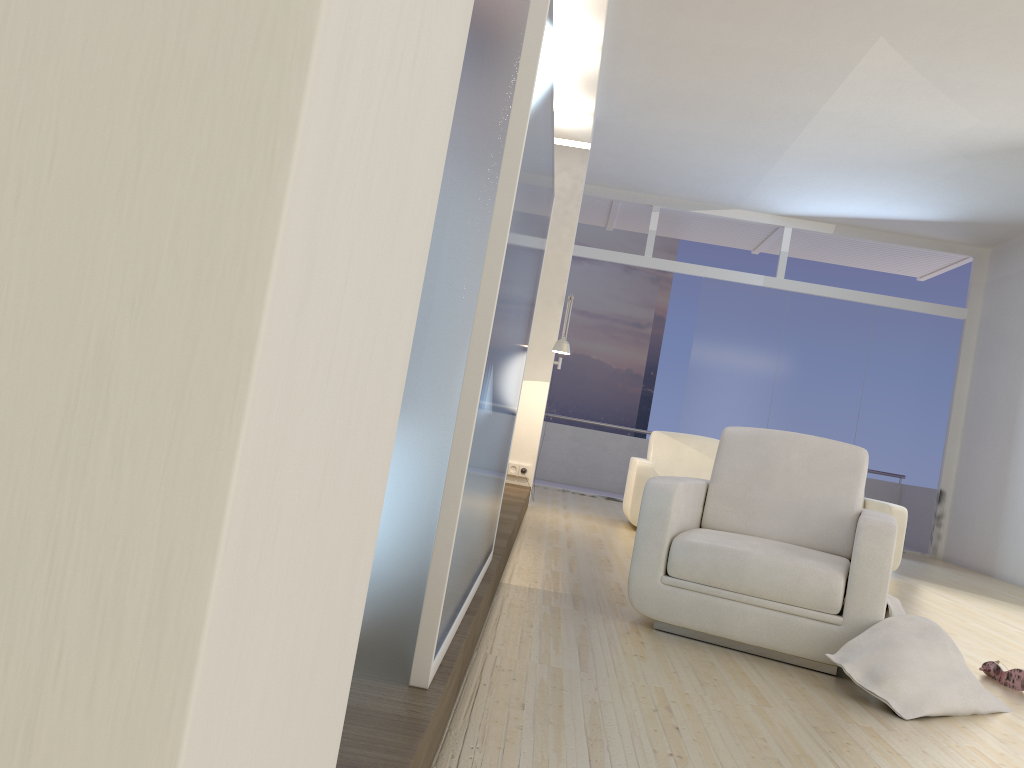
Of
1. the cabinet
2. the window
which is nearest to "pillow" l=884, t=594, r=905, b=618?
the cabinet

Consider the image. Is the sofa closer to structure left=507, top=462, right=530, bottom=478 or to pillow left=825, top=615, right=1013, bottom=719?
structure left=507, top=462, right=530, bottom=478

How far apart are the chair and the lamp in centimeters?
315cm

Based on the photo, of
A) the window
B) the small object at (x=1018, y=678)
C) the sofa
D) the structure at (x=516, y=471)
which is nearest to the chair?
the small object at (x=1018, y=678)

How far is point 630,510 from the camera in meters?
7.1 m

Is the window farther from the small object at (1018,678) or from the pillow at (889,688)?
the pillow at (889,688)

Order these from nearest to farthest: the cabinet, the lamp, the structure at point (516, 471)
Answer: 1. the cabinet
2. the lamp
3. the structure at point (516, 471)

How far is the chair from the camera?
3.1 meters

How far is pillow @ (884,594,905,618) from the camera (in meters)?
3.16

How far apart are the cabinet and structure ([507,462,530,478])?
4.6m
